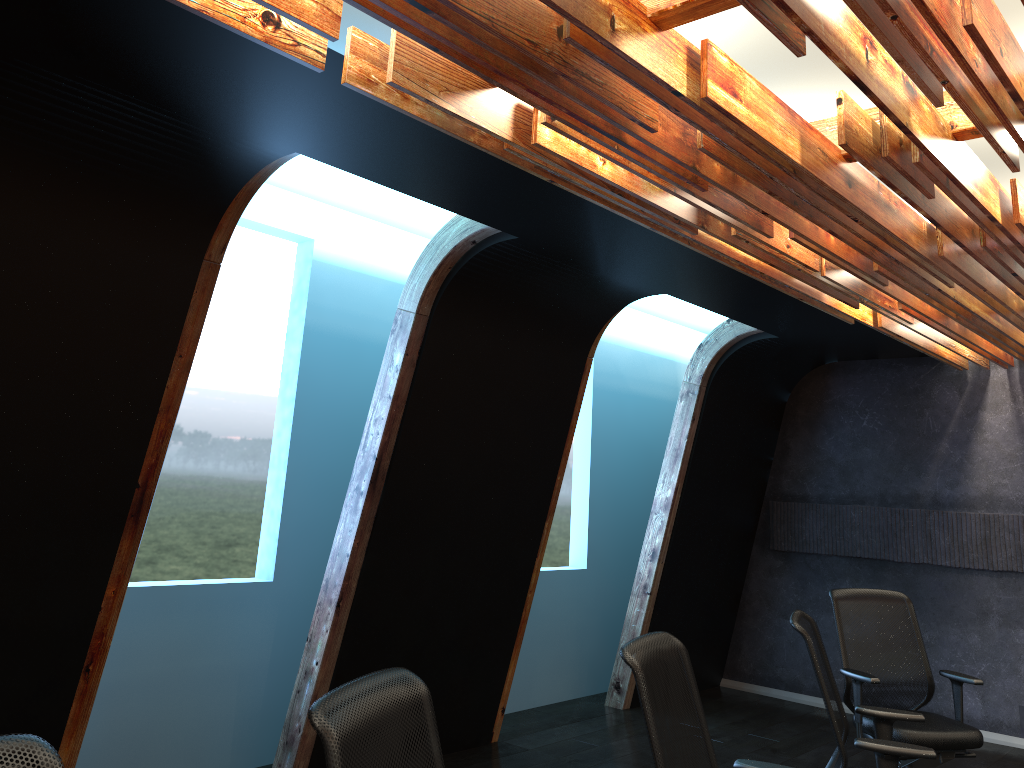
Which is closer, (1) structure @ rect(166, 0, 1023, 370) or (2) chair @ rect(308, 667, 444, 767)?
(2) chair @ rect(308, 667, 444, 767)

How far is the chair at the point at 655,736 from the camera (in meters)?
2.83

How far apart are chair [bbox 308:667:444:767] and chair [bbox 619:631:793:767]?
0.78m

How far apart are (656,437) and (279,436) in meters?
4.5

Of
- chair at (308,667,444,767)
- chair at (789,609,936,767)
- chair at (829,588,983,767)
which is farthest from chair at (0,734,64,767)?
chair at (829,588,983,767)

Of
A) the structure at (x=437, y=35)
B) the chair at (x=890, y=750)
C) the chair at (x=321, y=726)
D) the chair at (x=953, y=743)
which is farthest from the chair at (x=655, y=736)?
the chair at (x=953, y=743)

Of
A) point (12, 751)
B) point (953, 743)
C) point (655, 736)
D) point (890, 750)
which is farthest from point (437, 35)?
point (953, 743)

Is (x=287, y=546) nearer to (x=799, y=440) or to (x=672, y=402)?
(x=672, y=402)

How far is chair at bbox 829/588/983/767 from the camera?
4.9 meters

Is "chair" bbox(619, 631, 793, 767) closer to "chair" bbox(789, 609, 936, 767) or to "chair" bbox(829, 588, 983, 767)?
"chair" bbox(789, 609, 936, 767)
